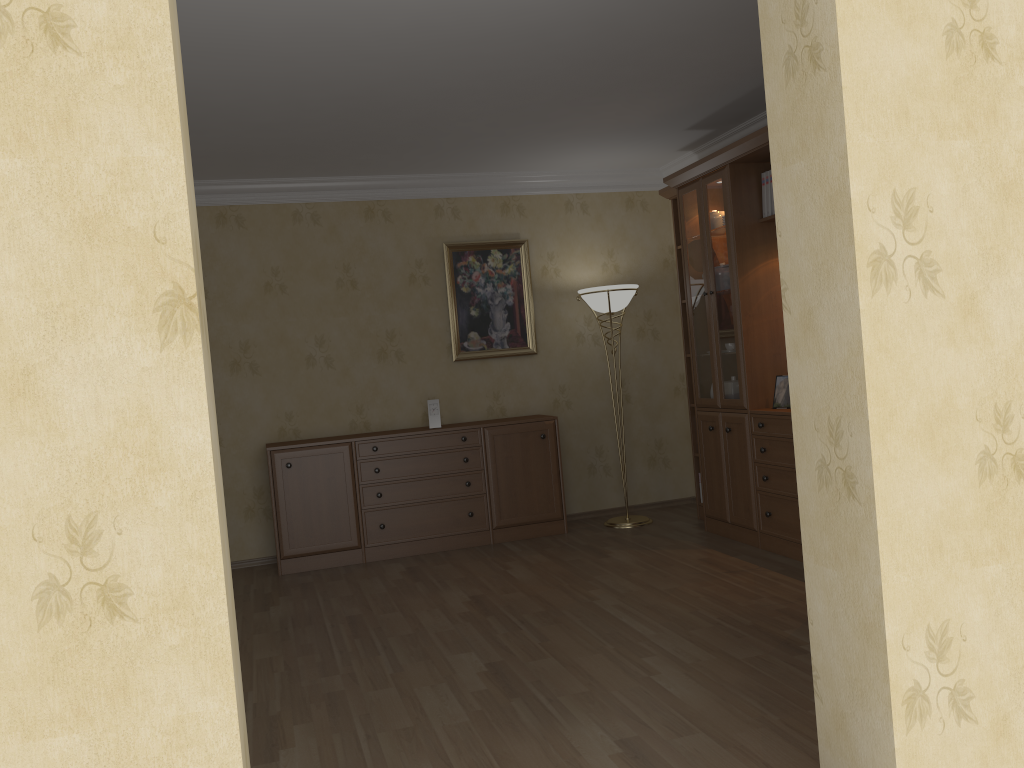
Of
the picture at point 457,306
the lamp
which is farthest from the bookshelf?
the picture at point 457,306

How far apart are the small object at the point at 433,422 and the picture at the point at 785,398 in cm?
227

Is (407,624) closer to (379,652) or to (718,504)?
(379,652)

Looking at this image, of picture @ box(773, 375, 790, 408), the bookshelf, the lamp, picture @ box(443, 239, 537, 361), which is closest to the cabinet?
the lamp

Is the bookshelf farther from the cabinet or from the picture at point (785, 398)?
the cabinet

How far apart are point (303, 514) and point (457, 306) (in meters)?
1.84

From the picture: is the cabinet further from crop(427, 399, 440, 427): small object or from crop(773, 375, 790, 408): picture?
crop(773, 375, 790, 408): picture

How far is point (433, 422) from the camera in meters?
6.1 m

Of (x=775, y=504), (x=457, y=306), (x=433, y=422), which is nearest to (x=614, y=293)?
(x=457, y=306)

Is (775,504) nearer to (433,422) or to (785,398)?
(785,398)
